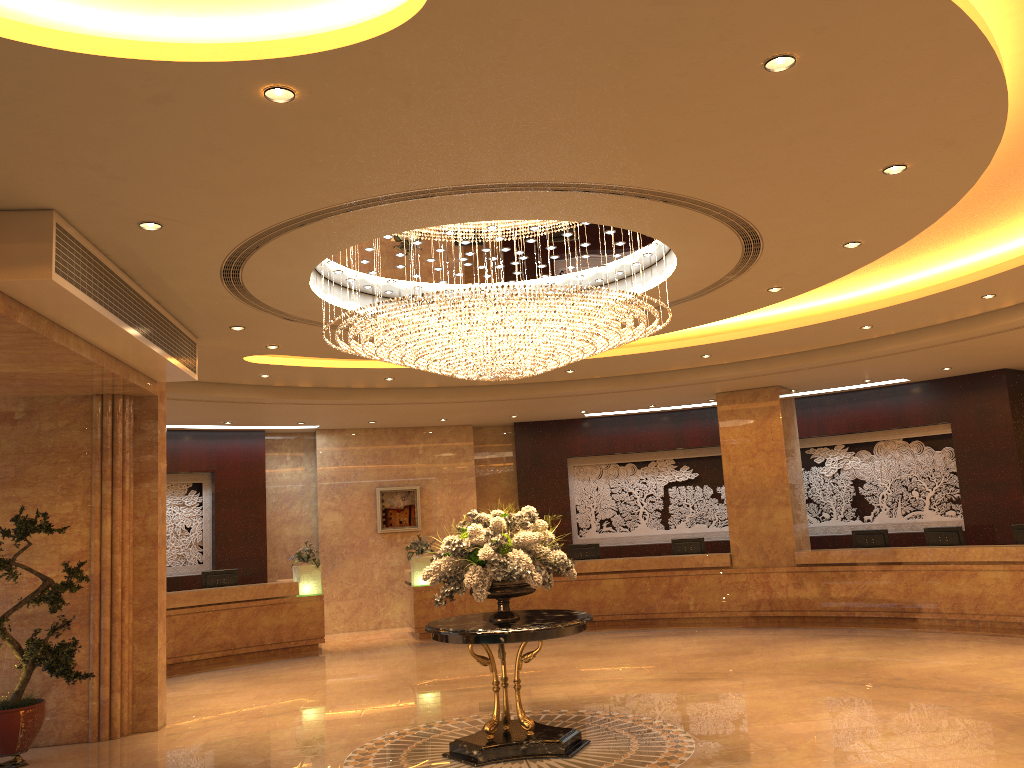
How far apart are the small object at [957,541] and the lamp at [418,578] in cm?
831

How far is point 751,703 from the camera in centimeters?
886cm

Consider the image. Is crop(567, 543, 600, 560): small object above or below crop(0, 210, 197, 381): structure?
below

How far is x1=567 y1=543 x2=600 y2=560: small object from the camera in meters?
16.5 m

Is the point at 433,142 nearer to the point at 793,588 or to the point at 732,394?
the point at 732,394

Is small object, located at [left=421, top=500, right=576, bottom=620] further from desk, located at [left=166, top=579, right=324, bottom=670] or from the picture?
the picture

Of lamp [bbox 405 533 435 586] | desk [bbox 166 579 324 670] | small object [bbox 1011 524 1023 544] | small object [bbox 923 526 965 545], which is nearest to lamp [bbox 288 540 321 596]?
desk [bbox 166 579 324 670]

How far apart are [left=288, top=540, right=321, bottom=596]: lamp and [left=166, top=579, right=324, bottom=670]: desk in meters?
0.1

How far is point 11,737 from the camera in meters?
8.0 m

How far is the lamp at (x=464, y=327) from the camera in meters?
7.3
